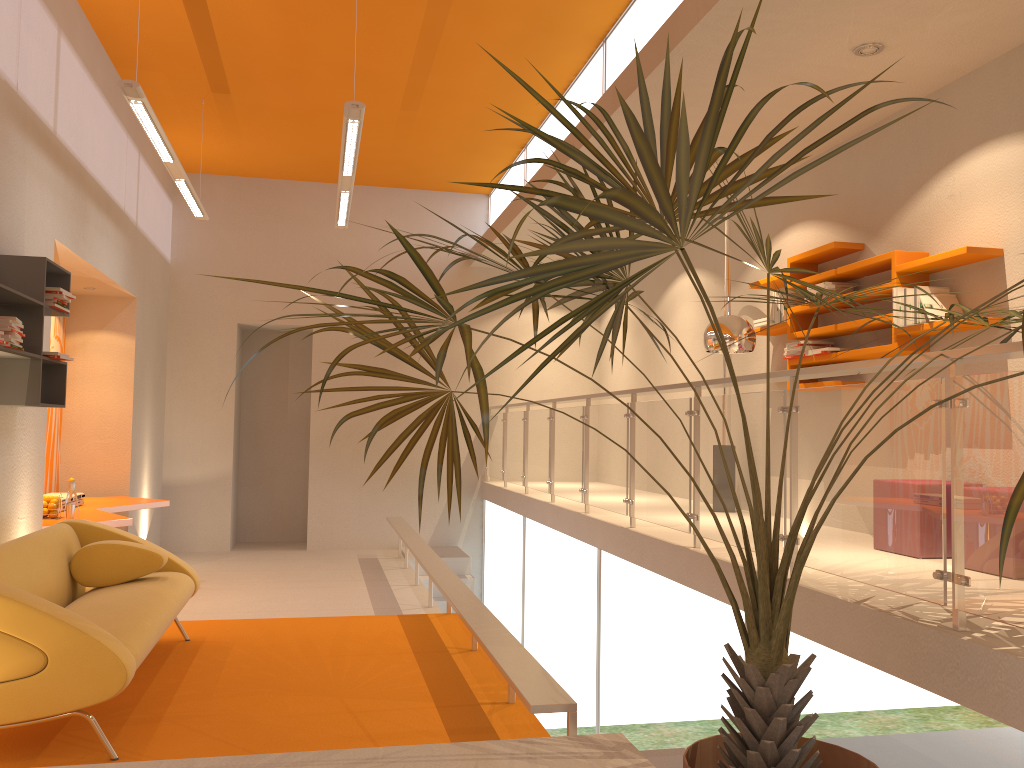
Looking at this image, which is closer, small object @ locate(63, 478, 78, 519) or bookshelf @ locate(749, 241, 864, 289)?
bookshelf @ locate(749, 241, 864, 289)

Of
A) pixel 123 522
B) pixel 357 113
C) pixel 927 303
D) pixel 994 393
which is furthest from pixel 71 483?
pixel 994 393

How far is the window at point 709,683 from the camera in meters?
4.5

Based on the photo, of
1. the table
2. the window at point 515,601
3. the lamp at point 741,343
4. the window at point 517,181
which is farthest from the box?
the table

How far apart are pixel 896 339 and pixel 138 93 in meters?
4.5 m

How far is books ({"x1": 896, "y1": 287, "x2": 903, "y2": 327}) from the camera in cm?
500

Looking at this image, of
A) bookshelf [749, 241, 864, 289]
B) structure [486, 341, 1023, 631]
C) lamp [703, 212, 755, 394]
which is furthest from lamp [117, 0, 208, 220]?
bookshelf [749, 241, 864, 289]

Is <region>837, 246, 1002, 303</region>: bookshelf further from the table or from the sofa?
Result: the table

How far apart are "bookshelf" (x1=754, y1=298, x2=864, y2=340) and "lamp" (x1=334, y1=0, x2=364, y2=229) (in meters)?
3.15

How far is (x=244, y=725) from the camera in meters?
3.8
